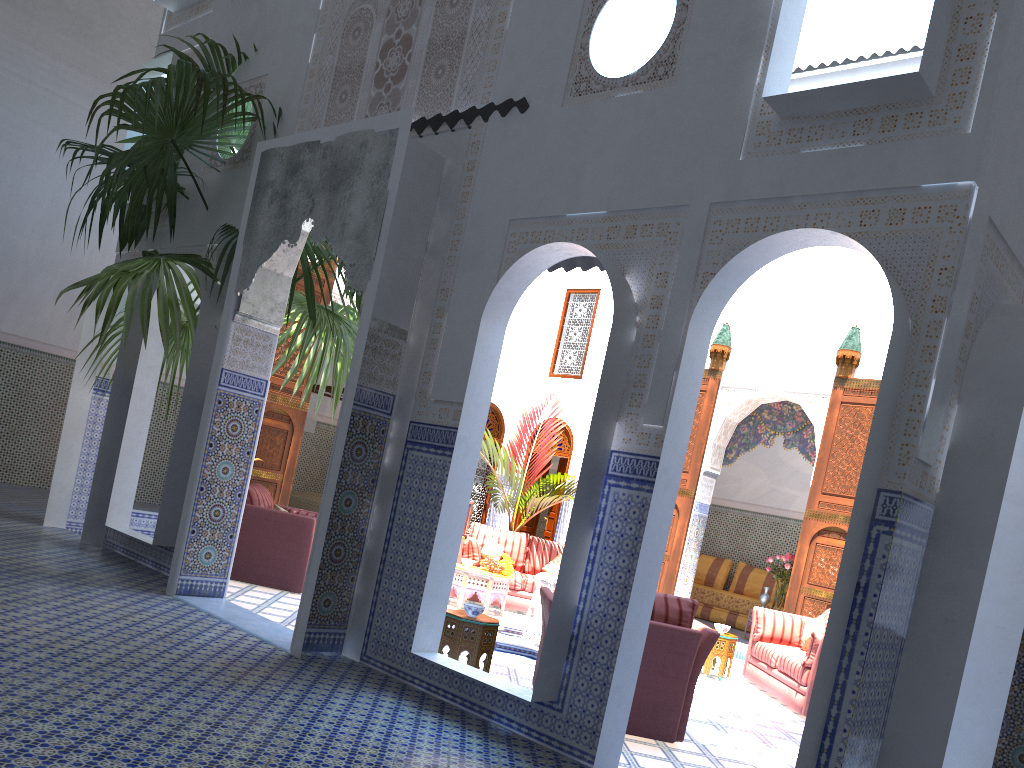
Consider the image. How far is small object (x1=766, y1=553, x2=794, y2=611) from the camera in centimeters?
819cm

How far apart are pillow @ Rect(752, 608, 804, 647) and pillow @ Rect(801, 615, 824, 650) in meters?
0.2 m

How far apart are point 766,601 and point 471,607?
5.0m

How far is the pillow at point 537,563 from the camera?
7.84m

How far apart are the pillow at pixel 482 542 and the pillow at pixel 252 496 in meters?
2.2 m

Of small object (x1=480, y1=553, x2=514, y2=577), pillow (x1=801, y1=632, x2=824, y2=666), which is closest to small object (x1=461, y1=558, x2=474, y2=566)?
small object (x1=480, y1=553, x2=514, y2=577)

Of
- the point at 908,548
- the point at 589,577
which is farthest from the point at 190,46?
the point at 908,548

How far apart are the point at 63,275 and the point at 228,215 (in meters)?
4.33

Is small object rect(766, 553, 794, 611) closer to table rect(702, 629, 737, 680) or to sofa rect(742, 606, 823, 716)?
sofa rect(742, 606, 823, 716)

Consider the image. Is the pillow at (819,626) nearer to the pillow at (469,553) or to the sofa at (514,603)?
the sofa at (514,603)
